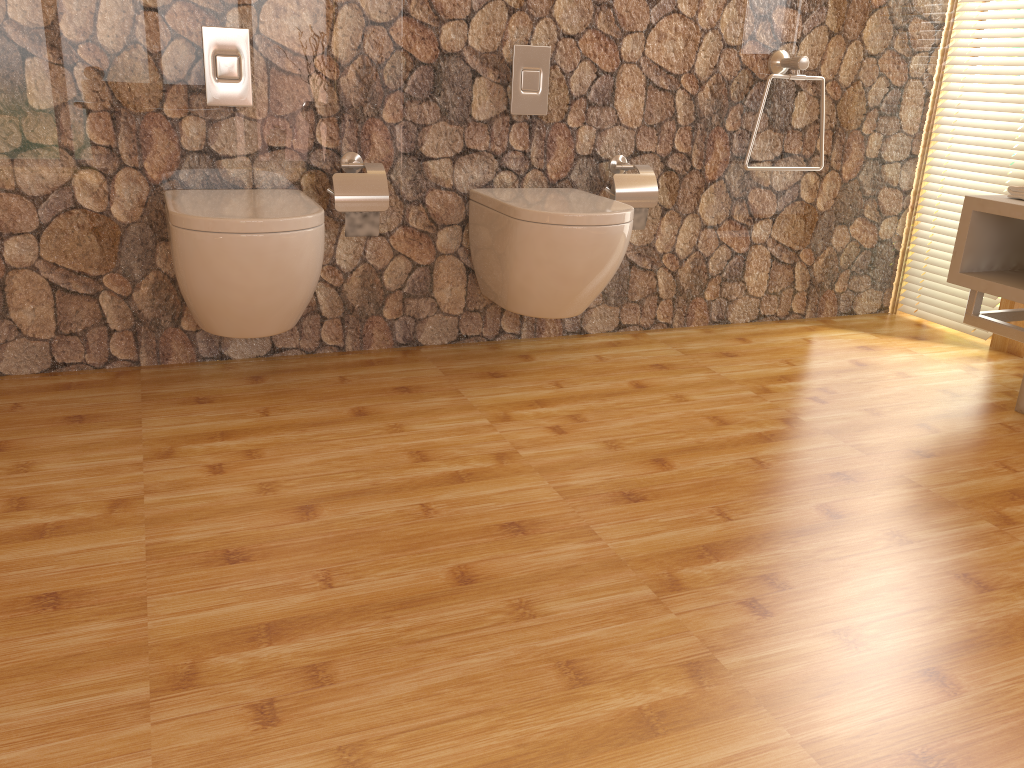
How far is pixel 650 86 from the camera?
2.86m

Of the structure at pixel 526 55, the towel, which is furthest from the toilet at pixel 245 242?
the towel

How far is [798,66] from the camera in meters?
2.9 m

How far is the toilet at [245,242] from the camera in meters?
2.1 m

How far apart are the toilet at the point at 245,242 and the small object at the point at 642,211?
1.1m

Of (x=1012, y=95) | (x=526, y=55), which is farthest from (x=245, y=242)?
(x=1012, y=95)

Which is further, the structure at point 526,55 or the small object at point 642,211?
the small object at point 642,211

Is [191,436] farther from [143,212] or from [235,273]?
[143,212]

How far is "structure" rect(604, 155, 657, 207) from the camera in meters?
2.8 m

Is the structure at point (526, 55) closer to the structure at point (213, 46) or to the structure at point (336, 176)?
the structure at point (336, 176)
